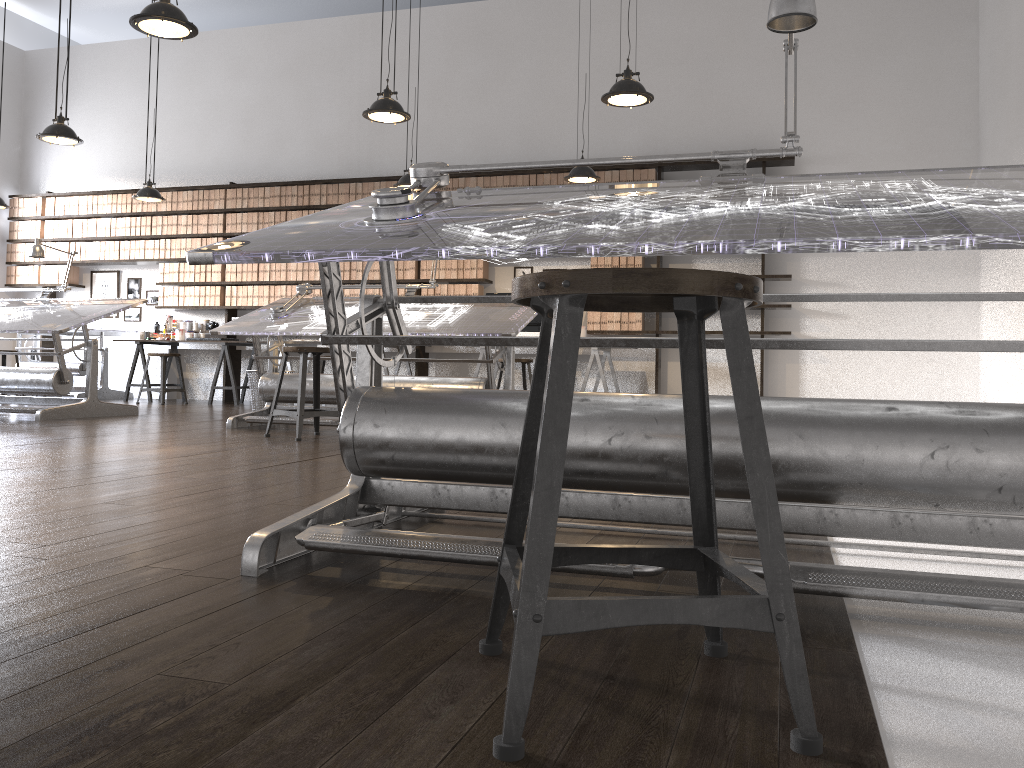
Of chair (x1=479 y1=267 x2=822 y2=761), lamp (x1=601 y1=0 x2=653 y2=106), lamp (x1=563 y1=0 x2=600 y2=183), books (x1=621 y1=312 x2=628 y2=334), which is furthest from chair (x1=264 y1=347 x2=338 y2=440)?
books (x1=621 y1=312 x2=628 y2=334)

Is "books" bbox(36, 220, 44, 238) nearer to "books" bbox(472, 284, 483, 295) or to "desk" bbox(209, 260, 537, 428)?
"books" bbox(472, 284, 483, 295)

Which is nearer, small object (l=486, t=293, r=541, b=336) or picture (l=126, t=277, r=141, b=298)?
small object (l=486, t=293, r=541, b=336)

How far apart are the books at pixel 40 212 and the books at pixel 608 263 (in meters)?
6.96

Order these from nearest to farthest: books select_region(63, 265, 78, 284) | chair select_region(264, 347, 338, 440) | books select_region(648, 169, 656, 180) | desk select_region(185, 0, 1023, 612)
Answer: desk select_region(185, 0, 1023, 612)
chair select_region(264, 347, 338, 440)
books select_region(648, 169, 656, 180)
books select_region(63, 265, 78, 284)

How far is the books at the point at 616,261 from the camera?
8.6 meters

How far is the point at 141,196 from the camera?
8.5m

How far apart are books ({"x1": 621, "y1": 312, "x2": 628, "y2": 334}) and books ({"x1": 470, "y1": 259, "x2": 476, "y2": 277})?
1.6m

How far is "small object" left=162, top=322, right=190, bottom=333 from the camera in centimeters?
985cm

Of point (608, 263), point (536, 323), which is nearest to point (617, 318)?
point (608, 263)
